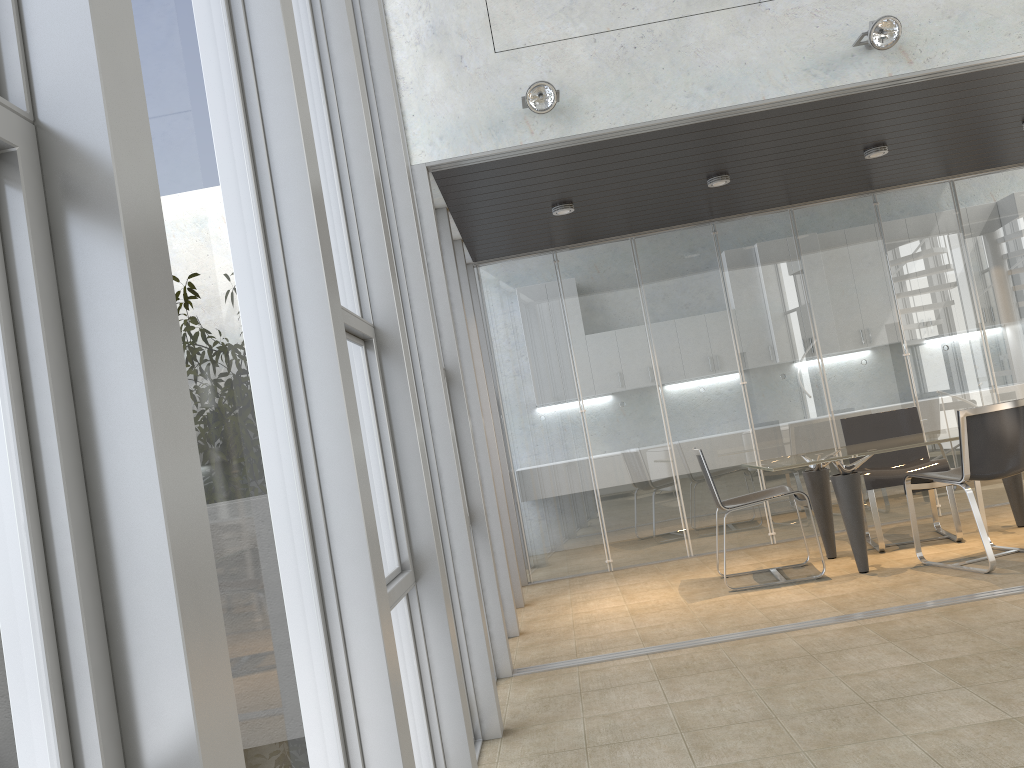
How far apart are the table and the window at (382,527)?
3.34m

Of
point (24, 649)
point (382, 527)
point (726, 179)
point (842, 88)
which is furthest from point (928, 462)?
point (24, 649)

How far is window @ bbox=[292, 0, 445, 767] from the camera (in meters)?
2.56

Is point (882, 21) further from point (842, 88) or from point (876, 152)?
point (876, 152)

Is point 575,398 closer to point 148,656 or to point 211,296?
point 211,296

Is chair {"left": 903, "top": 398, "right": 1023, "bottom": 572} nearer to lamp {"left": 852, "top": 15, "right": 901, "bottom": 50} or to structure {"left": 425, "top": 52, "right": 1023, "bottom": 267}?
structure {"left": 425, "top": 52, "right": 1023, "bottom": 267}

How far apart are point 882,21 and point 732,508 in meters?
2.9 m

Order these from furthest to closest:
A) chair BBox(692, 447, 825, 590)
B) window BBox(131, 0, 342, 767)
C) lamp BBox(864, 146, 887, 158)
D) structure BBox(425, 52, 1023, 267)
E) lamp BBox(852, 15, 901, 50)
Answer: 1. lamp BBox(864, 146, 887, 158)
2. chair BBox(692, 447, 825, 590)
3. structure BBox(425, 52, 1023, 267)
4. lamp BBox(852, 15, 901, 50)
5. window BBox(131, 0, 342, 767)

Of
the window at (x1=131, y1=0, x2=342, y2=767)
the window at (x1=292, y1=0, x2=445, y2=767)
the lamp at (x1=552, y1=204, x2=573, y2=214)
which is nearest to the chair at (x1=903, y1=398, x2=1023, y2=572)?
the lamp at (x1=552, y1=204, x2=573, y2=214)

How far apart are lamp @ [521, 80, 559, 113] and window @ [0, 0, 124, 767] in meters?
3.7 m
